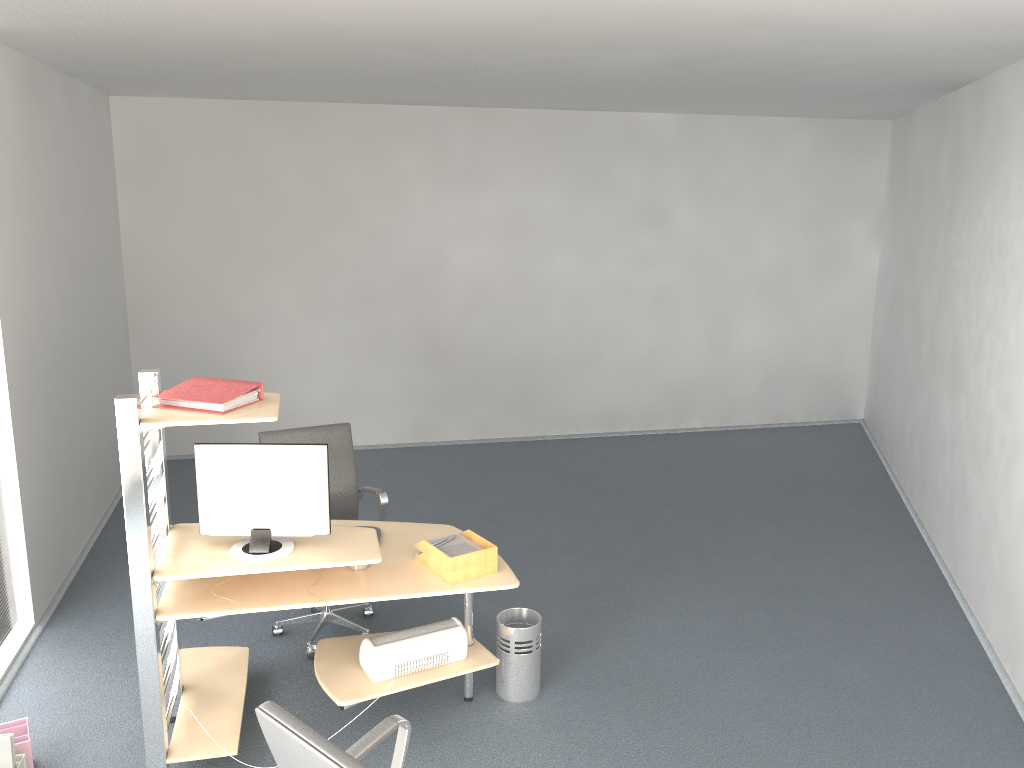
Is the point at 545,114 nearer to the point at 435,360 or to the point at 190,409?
the point at 435,360

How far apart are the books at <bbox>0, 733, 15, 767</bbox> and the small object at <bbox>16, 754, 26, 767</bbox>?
0.04m

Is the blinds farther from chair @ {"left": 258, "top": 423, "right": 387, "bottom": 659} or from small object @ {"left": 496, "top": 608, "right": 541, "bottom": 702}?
small object @ {"left": 496, "top": 608, "right": 541, "bottom": 702}

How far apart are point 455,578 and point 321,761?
1.6m

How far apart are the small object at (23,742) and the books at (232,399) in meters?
1.4 m

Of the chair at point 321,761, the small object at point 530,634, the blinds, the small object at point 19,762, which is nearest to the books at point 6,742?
the small object at point 19,762

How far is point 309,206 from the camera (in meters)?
7.48

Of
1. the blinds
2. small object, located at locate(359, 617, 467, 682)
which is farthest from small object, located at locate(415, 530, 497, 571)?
the blinds

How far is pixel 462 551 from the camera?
3.7 meters

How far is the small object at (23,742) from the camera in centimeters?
342cm
